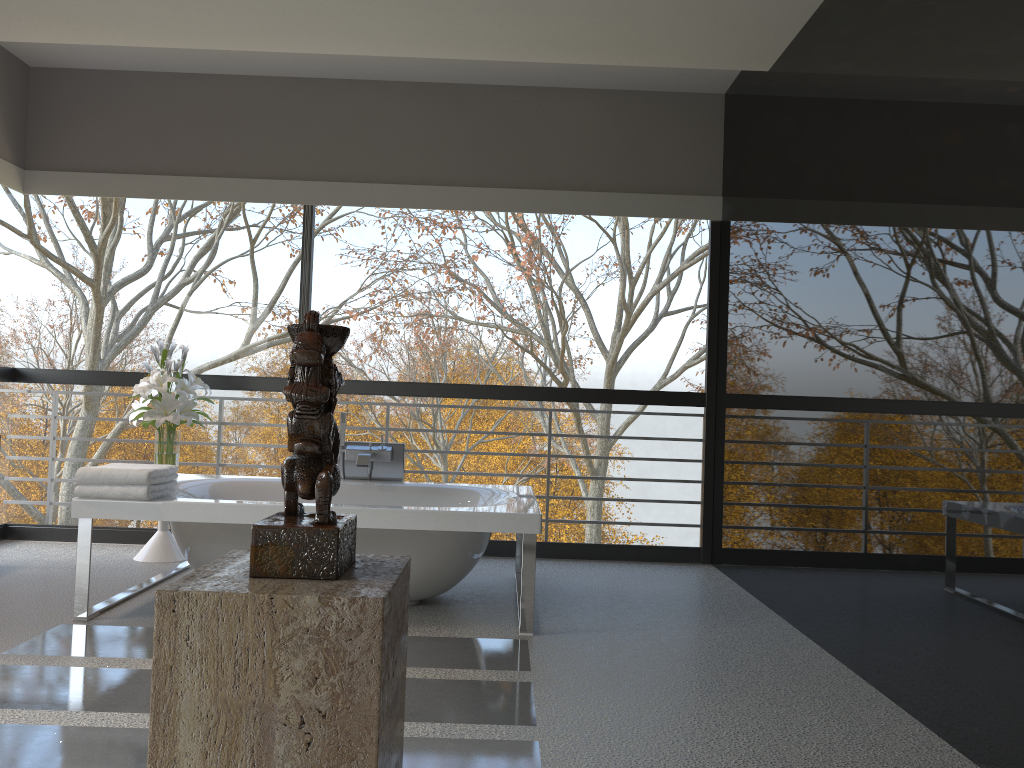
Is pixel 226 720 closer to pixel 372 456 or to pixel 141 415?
pixel 372 456

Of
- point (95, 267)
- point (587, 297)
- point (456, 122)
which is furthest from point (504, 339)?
point (587, 297)

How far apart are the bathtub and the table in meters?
0.2

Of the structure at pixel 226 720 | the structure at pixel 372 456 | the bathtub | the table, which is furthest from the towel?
the structure at pixel 226 720

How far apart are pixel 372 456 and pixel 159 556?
1.35m

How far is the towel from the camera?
3.7 meters

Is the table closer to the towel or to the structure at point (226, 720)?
the towel

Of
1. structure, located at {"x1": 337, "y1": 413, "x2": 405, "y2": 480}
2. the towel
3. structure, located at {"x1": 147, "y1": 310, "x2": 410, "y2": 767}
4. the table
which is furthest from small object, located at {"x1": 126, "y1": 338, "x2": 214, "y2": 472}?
structure, located at {"x1": 147, "y1": 310, "x2": 410, "y2": 767}

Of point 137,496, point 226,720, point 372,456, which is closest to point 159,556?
point 372,456

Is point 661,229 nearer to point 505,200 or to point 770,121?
point 505,200
